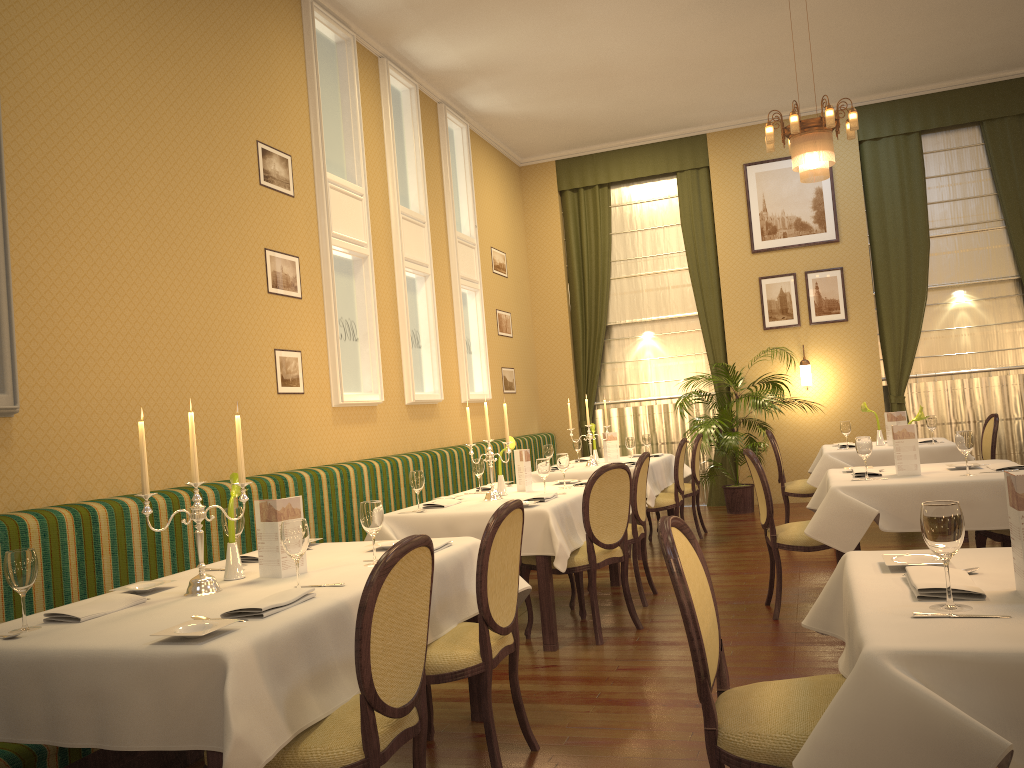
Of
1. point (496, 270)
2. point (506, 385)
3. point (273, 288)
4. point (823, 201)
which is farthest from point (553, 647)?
point (823, 201)

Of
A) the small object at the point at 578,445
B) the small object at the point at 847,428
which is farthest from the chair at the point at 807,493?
the small object at the point at 578,445

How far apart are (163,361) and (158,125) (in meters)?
1.31

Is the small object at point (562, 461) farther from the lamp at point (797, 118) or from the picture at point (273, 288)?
the lamp at point (797, 118)

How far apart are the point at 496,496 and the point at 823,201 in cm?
654

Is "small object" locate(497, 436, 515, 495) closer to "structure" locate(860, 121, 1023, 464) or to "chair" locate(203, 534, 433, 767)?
"chair" locate(203, 534, 433, 767)

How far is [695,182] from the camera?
10.57m

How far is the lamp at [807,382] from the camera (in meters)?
9.83

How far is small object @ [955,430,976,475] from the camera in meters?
4.5 m

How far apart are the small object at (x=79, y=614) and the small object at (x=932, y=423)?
6.14m
